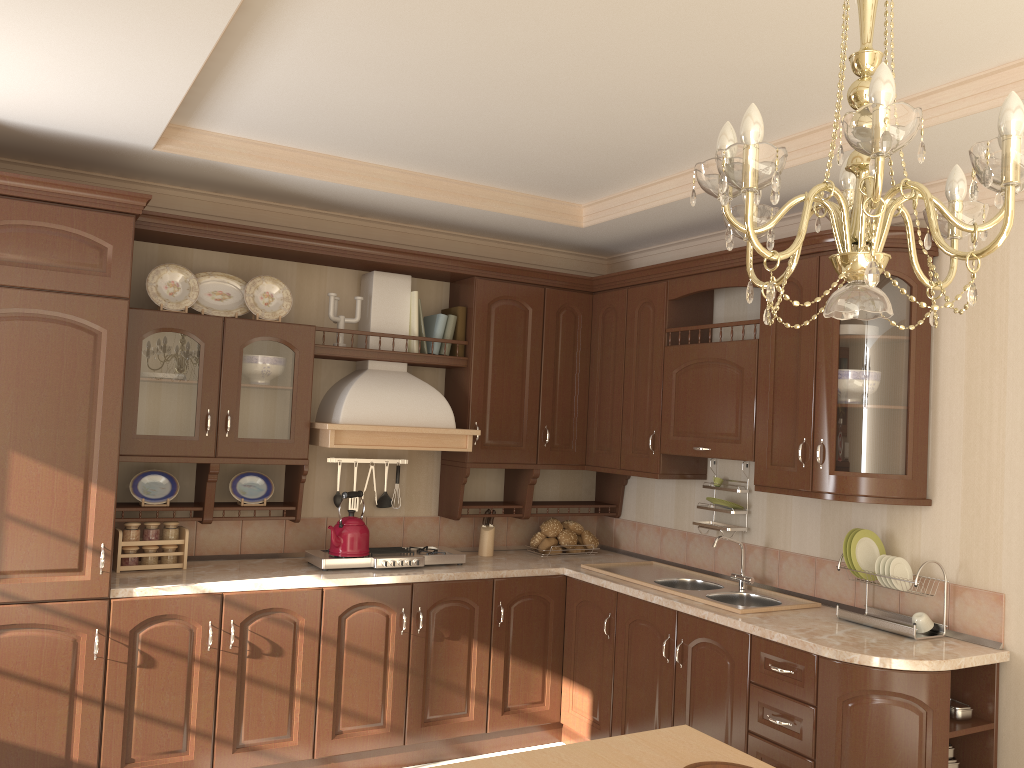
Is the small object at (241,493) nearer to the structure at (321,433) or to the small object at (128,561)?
the structure at (321,433)

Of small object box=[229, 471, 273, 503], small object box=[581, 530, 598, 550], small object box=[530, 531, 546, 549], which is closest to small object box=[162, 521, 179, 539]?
small object box=[229, 471, 273, 503]

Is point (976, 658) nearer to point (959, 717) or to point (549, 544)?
point (959, 717)

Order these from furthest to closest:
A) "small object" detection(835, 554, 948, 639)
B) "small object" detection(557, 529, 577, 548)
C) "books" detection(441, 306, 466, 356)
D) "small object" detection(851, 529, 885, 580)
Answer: "small object" detection(557, 529, 577, 548) → "books" detection(441, 306, 466, 356) → "small object" detection(851, 529, 885, 580) → "small object" detection(835, 554, 948, 639)

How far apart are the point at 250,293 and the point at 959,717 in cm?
323

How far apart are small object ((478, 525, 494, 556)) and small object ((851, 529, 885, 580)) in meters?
1.9 m

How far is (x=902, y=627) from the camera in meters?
3.1 m

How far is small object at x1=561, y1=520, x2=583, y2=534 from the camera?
4.7 meters

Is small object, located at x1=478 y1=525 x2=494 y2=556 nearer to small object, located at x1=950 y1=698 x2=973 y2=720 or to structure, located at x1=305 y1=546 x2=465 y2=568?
structure, located at x1=305 y1=546 x2=465 y2=568

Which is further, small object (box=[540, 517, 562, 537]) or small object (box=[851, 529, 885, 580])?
small object (box=[540, 517, 562, 537])
